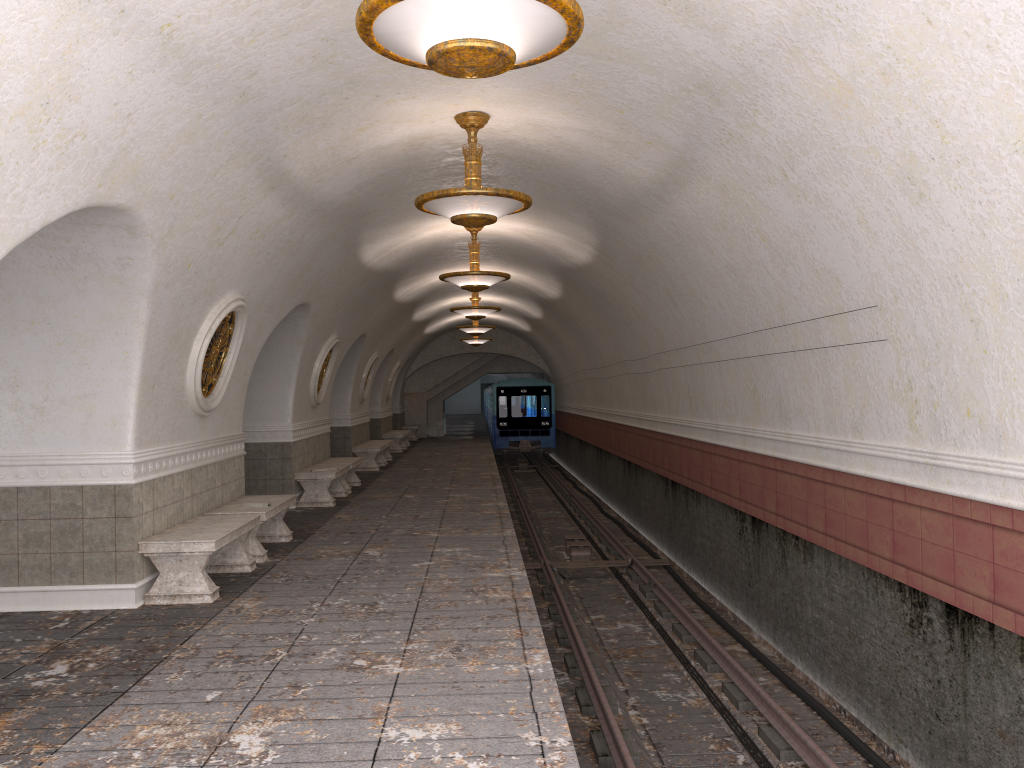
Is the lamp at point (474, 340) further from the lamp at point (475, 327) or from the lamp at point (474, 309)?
the lamp at point (474, 309)

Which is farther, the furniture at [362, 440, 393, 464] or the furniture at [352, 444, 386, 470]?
the furniture at [362, 440, 393, 464]

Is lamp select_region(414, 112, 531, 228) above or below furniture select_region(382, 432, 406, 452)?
above

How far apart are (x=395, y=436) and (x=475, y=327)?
5.05m

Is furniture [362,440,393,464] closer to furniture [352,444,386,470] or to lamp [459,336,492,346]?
furniture [352,444,386,470]

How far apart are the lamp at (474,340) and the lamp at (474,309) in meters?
9.3 m

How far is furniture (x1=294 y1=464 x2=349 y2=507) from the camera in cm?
1305

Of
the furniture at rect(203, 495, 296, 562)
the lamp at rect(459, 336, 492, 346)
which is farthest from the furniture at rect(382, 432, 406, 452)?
the furniture at rect(203, 495, 296, 562)

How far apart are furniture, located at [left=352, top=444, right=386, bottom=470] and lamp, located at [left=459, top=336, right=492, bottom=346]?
7.1m

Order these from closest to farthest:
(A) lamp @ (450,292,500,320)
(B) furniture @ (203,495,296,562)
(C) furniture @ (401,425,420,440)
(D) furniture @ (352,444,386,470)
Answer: (B) furniture @ (203,495,296,562) < (A) lamp @ (450,292,500,320) < (D) furniture @ (352,444,386,470) < (C) furniture @ (401,425,420,440)
